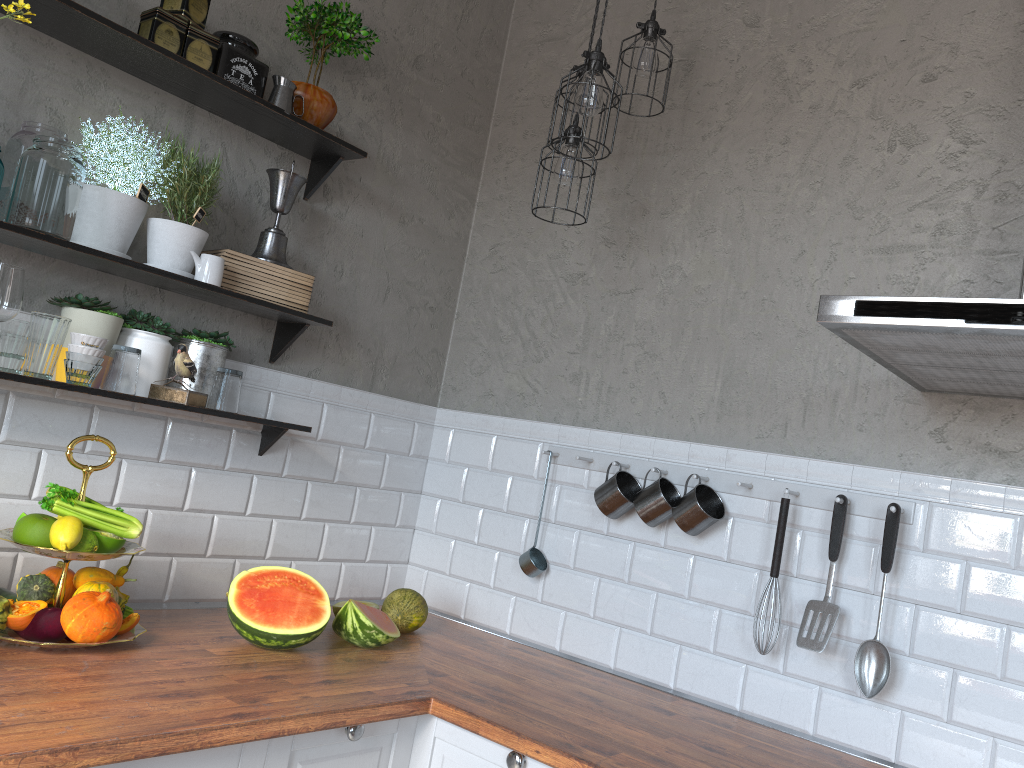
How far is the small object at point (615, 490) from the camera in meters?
2.4 m

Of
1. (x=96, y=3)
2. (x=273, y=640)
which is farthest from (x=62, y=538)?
(x=96, y=3)

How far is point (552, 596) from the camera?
2.6m

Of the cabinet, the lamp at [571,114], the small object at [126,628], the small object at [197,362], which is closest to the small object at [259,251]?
the small object at [197,362]

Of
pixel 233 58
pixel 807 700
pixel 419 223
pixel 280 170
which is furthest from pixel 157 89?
pixel 807 700

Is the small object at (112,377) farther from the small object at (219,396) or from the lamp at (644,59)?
the lamp at (644,59)

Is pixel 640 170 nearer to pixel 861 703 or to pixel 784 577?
pixel 784 577

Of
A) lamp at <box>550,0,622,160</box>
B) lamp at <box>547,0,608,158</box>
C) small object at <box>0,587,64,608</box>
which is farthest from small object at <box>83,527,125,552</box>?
lamp at <box>547,0,608,158</box>

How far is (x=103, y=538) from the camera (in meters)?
1.88

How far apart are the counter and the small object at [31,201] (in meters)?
0.84
